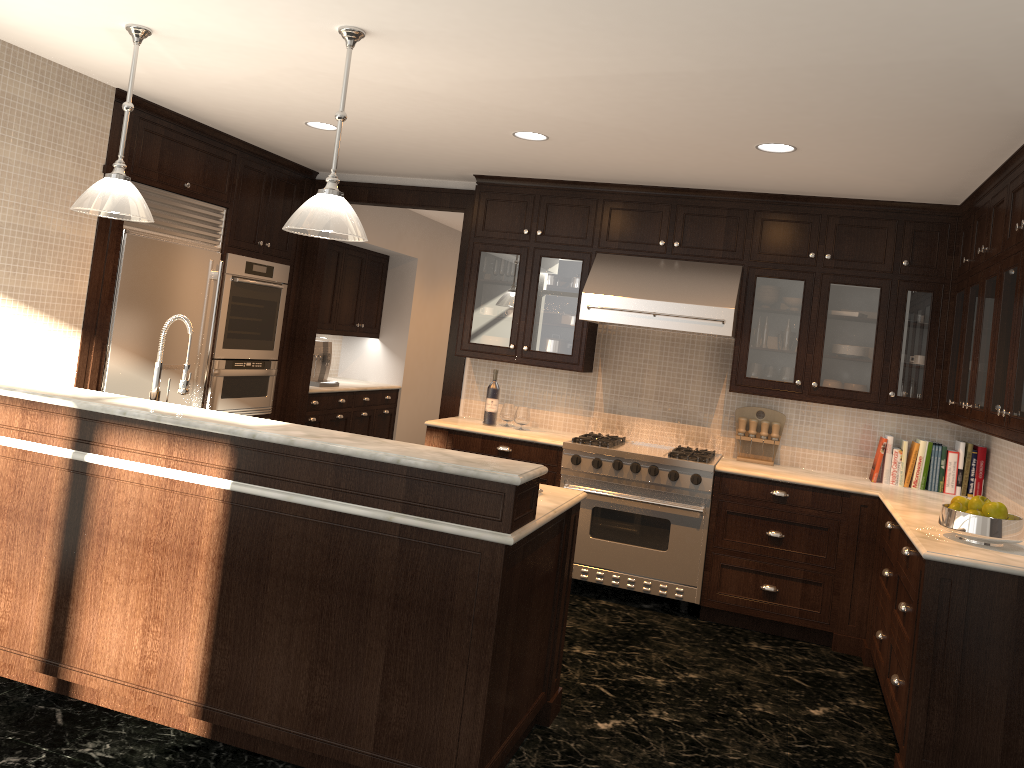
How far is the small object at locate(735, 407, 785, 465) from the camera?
5.6m

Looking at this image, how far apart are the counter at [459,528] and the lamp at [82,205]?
0.92m

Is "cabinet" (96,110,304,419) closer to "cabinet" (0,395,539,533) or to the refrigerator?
the refrigerator

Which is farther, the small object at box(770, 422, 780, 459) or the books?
the small object at box(770, 422, 780, 459)

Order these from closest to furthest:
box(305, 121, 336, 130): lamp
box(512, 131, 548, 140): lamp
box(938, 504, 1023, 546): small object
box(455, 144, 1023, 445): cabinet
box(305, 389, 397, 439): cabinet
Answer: box(938, 504, 1023, 546): small object
box(455, 144, 1023, 445): cabinet
box(512, 131, 548, 140): lamp
box(305, 121, 336, 130): lamp
box(305, 389, 397, 439): cabinet

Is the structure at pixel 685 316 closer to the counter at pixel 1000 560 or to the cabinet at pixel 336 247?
the counter at pixel 1000 560

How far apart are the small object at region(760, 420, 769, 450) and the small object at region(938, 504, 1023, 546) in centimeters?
192cm

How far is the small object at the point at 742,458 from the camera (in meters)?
5.63

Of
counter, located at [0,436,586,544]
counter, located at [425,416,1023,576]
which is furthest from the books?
counter, located at [0,436,586,544]

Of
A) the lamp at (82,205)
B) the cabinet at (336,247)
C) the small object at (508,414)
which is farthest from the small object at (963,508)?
the cabinet at (336,247)
